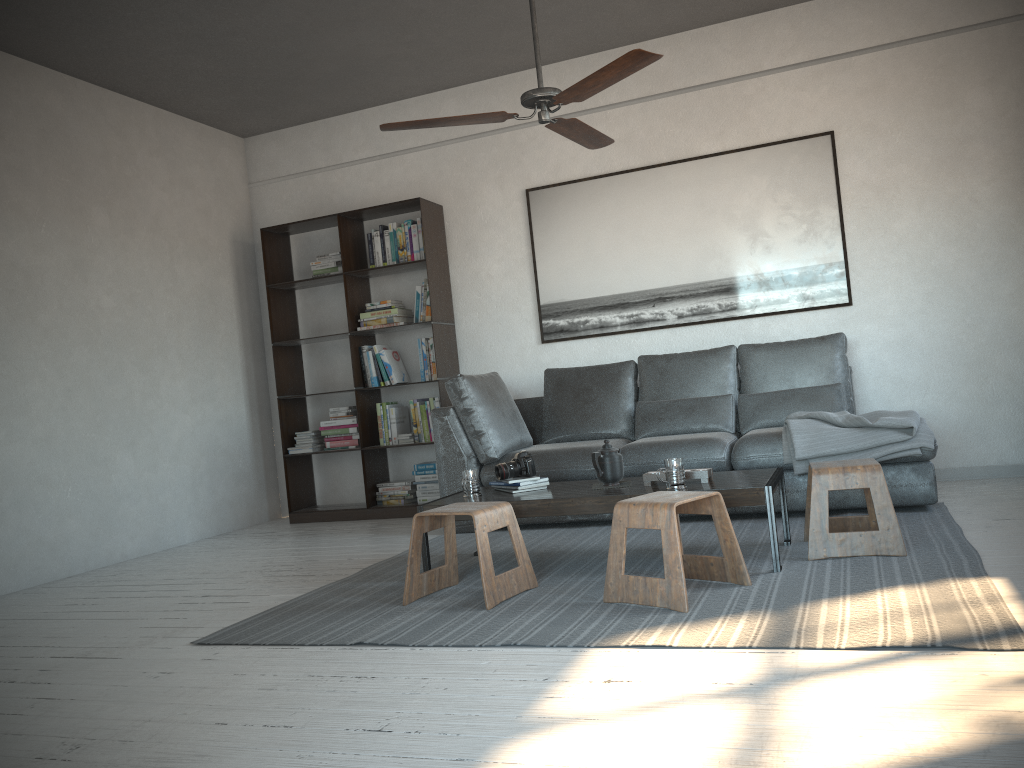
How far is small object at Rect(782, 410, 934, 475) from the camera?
4.06m

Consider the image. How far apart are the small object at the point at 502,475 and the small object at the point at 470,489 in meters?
0.1

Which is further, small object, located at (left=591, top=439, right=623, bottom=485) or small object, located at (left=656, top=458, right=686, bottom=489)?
small object, located at (left=591, top=439, right=623, bottom=485)

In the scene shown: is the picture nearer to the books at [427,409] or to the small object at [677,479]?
the books at [427,409]

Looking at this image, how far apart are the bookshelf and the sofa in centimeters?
50cm

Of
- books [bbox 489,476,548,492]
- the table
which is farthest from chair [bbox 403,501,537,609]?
books [bbox 489,476,548,492]

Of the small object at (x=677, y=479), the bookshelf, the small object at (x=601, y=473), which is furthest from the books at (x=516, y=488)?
the bookshelf

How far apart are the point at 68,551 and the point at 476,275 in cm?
303

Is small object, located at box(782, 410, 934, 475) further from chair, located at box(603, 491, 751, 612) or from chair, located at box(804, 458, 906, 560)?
chair, located at box(603, 491, 751, 612)

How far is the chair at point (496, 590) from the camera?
3.2m
